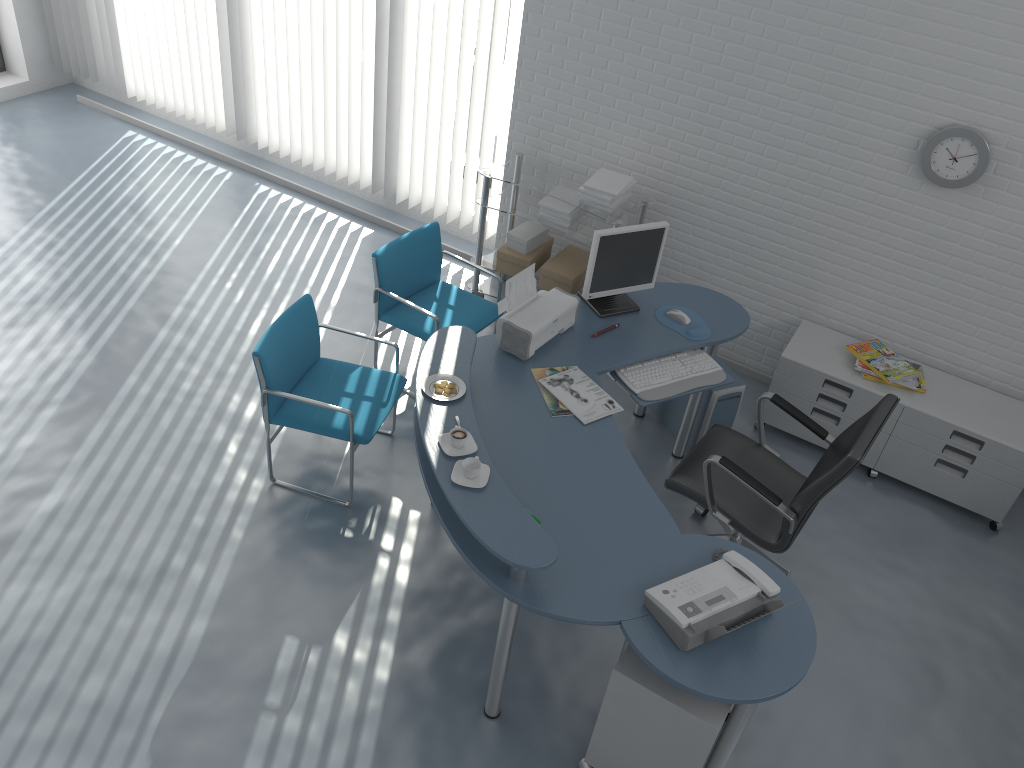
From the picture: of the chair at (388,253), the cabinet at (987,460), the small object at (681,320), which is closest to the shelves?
the chair at (388,253)

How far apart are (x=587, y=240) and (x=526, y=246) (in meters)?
0.42

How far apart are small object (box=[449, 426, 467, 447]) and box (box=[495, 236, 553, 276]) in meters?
2.2 m

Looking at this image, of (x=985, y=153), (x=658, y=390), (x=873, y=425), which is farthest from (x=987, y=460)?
Answer: (x=658, y=390)

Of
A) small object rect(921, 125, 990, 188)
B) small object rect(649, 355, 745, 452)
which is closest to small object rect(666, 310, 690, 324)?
small object rect(649, 355, 745, 452)

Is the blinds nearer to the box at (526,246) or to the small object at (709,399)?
the box at (526,246)

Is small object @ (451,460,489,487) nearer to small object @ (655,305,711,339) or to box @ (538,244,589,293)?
small object @ (655,305,711,339)

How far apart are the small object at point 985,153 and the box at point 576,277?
1.77m

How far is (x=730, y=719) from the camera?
2.67m

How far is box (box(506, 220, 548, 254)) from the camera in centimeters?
497cm
